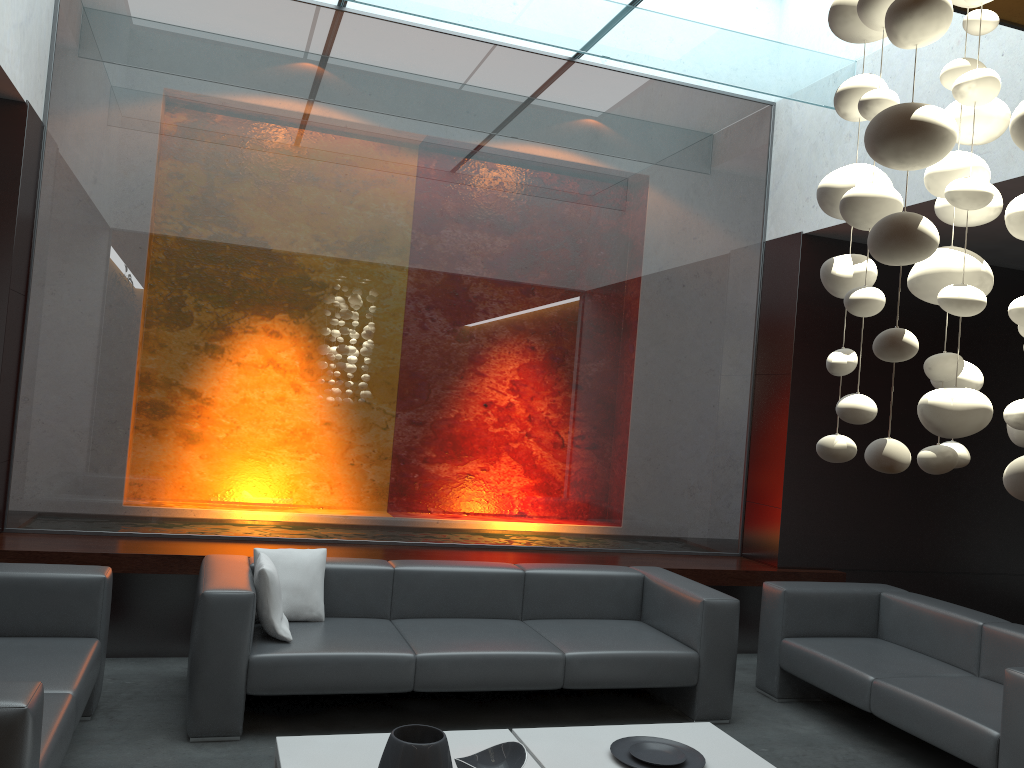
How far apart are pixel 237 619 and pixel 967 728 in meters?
3.2

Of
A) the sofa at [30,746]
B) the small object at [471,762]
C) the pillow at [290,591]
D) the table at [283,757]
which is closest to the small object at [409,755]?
the small object at [471,762]

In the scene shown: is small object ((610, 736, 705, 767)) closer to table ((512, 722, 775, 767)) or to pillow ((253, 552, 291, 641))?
table ((512, 722, 775, 767))

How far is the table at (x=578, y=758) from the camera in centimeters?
365cm

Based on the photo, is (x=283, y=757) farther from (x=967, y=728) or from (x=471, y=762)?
(x=967, y=728)

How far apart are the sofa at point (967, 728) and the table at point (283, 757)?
1.9m

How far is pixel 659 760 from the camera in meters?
3.7

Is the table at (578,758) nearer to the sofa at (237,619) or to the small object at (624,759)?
the small object at (624,759)

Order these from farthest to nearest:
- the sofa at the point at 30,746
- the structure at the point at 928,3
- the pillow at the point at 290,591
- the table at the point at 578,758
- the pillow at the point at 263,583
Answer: the pillow at the point at 290,591, the pillow at the point at 263,583, the table at the point at 578,758, the sofa at the point at 30,746, the structure at the point at 928,3

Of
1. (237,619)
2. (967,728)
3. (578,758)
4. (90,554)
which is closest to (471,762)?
(578,758)
